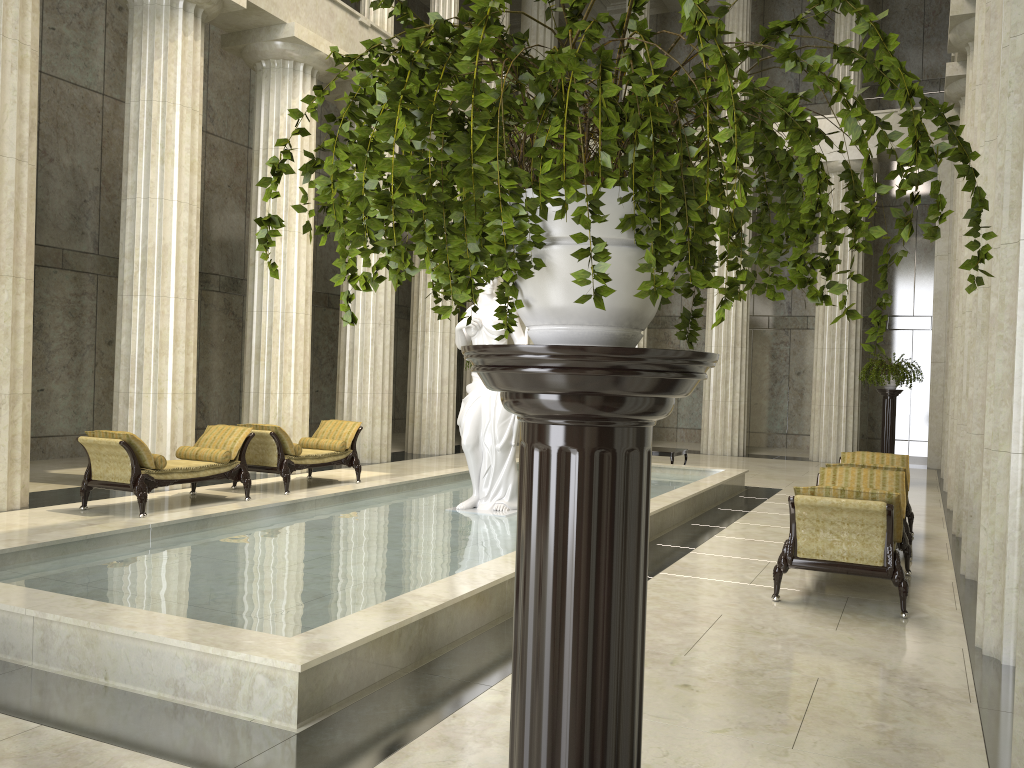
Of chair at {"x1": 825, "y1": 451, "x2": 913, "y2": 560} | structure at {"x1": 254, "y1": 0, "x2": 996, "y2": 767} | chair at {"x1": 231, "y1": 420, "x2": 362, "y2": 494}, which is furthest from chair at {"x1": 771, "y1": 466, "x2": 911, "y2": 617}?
chair at {"x1": 231, "y1": 420, "x2": 362, "y2": 494}

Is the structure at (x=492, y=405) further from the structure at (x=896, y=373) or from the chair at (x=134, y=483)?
the structure at (x=896, y=373)

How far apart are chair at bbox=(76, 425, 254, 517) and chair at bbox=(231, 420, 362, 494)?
A: 0.4m

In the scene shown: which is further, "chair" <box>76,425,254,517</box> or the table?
the table

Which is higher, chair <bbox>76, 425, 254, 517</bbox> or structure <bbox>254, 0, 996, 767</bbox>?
→ structure <bbox>254, 0, 996, 767</bbox>

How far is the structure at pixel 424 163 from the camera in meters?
1.2 m

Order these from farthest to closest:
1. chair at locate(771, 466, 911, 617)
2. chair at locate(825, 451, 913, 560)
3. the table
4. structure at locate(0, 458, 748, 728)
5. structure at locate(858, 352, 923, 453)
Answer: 1. the table
2. structure at locate(858, 352, 923, 453)
3. chair at locate(825, 451, 913, 560)
4. chair at locate(771, 466, 911, 617)
5. structure at locate(0, 458, 748, 728)

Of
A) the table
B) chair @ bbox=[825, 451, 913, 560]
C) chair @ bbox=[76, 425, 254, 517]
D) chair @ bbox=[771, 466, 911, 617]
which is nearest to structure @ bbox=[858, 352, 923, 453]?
the table

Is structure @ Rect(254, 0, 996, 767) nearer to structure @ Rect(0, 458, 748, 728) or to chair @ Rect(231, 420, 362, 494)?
structure @ Rect(0, 458, 748, 728)

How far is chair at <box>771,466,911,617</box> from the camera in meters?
6.6 m
